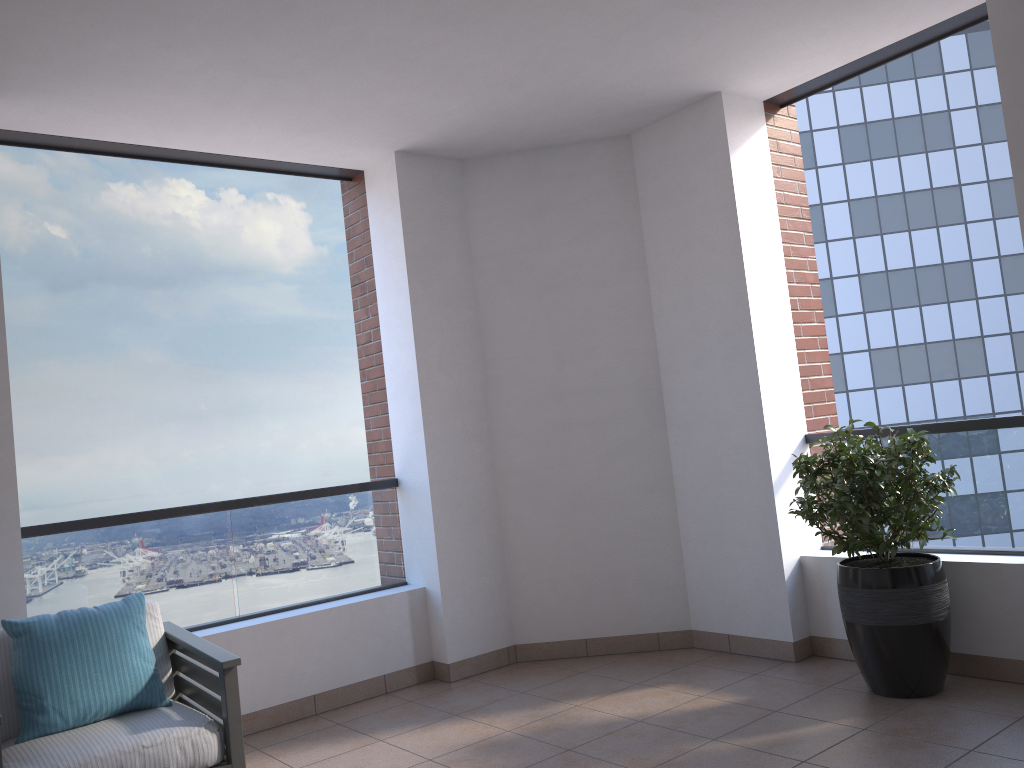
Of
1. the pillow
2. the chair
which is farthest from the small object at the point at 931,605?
the pillow

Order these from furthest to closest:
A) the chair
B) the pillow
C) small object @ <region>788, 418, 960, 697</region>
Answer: small object @ <region>788, 418, 960, 697</region>
the pillow
the chair

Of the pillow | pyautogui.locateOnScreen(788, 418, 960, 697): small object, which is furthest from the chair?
pyautogui.locateOnScreen(788, 418, 960, 697): small object

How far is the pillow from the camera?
3.04m

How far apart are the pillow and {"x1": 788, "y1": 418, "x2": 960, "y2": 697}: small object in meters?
2.7

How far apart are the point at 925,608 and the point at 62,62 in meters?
4.1

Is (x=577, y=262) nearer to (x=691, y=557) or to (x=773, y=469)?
(x=773, y=469)

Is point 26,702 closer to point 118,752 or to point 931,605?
point 118,752

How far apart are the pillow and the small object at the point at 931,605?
2.66m

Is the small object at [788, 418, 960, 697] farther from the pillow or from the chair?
the pillow
